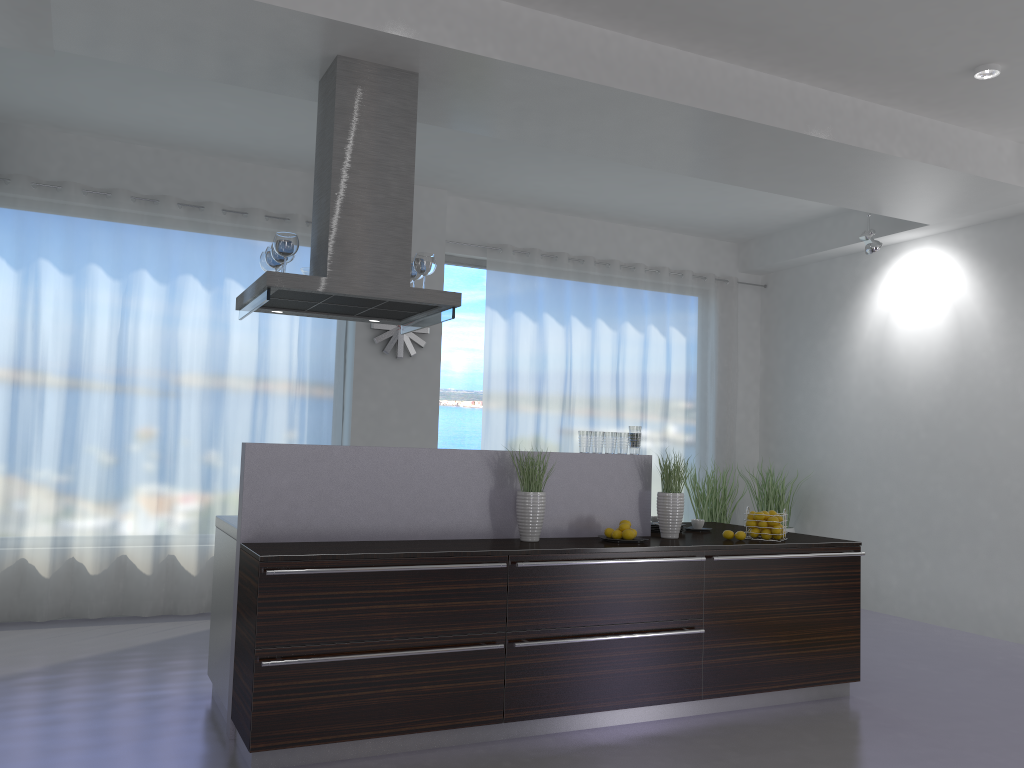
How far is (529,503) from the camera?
4.4m

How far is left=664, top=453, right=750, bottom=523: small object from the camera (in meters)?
8.01

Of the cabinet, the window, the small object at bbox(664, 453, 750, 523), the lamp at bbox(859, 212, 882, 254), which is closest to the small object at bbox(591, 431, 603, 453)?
the cabinet

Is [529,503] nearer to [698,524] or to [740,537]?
[740,537]

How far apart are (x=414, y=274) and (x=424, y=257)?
0.18m

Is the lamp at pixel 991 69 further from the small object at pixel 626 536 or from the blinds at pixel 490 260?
the blinds at pixel 490 260

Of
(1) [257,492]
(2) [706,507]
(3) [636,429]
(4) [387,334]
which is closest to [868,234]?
(2) [706,507]

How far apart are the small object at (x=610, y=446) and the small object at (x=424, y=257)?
1.3 meters

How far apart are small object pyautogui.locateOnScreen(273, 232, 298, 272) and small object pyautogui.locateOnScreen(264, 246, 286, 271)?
0.3m

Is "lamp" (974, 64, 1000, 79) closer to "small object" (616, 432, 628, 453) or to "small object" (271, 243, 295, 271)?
"small object" (616, 432, 628, 453)
